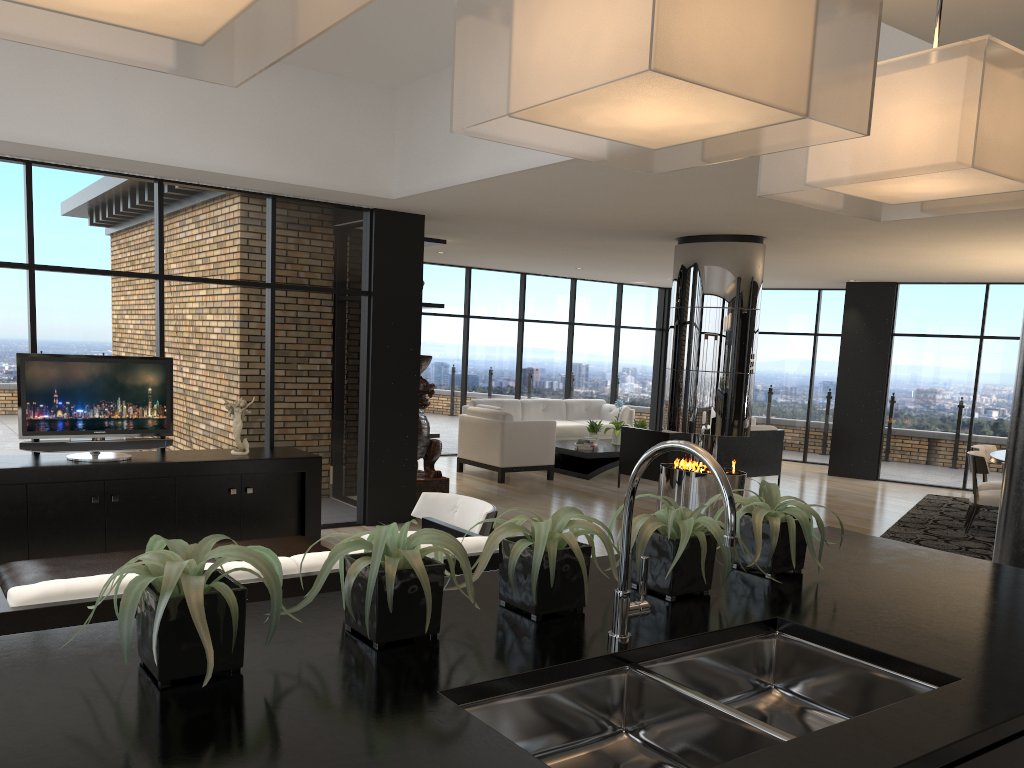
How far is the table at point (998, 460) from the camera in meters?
8.5

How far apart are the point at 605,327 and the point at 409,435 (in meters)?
7.23

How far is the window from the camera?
6.38m

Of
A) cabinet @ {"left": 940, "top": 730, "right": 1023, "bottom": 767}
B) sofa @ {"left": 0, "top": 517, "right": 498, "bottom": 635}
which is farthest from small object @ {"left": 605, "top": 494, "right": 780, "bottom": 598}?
sofa @ {"left": 0, "top": 517, "right": 498, "bottom": 635}

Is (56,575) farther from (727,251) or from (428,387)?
(727,251)

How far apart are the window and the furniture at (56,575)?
2.19m

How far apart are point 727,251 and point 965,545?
3.4 meters

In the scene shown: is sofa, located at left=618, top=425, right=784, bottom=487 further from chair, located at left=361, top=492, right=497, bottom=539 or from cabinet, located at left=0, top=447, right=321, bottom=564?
chair, located at left=361, top=492, right=497, bottom=539

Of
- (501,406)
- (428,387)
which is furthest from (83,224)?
(501,406)

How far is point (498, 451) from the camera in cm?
1052
